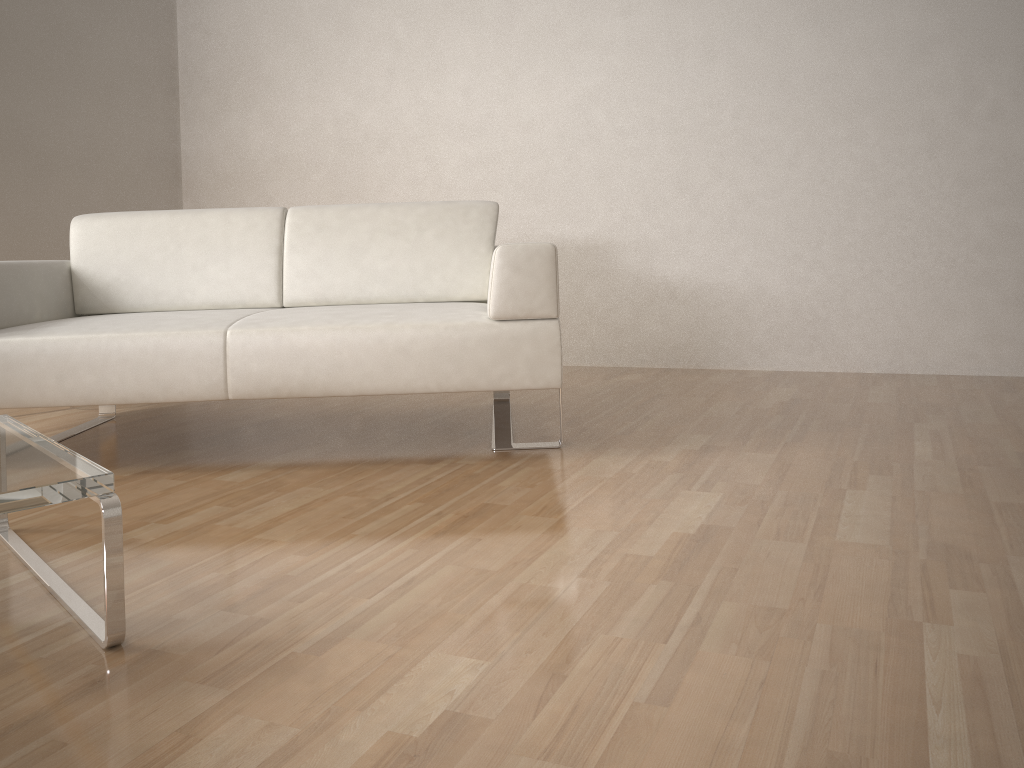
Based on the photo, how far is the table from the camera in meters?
1.3

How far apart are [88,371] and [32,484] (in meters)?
1.14

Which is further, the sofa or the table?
the sofa

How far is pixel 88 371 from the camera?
2.3m

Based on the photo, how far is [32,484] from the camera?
1.27m

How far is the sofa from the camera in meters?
2.3 m

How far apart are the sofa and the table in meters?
0.5 m

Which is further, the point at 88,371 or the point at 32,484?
the point at 88,371

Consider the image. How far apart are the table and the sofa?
0.5m
